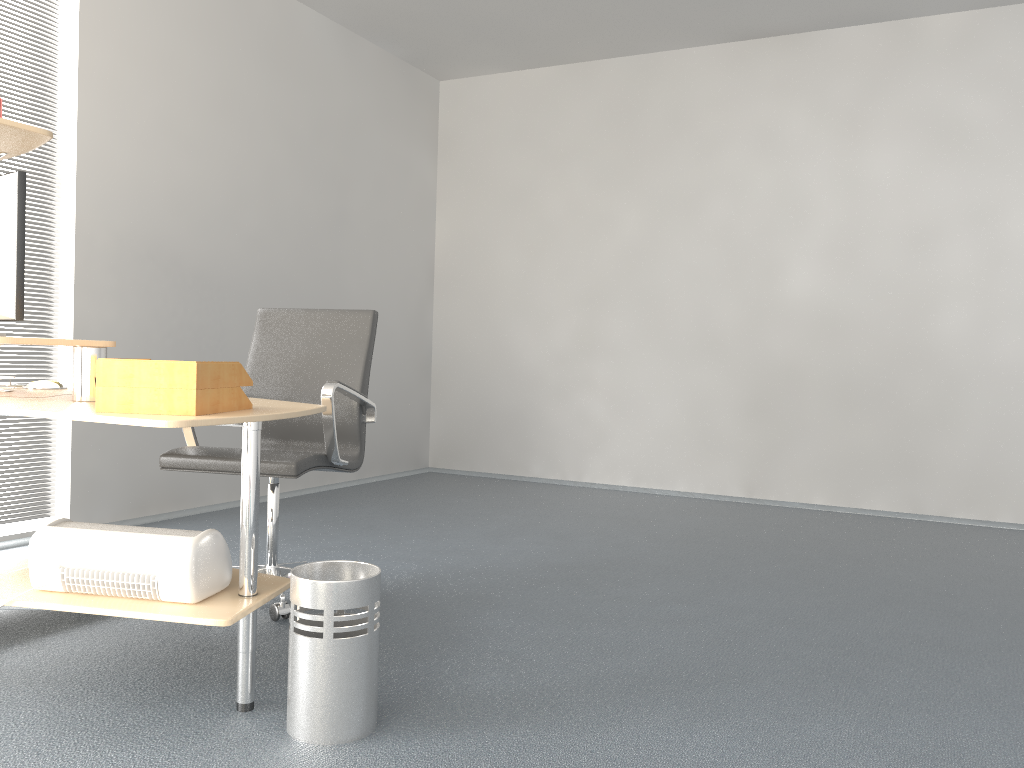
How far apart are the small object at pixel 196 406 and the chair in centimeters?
62cm

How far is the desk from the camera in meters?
1.9 m

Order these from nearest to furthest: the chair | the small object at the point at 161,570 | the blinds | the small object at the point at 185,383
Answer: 1. the small object at the point at 185,383
2. the small object at the point at 161,570
3. the chair
4. the blinds

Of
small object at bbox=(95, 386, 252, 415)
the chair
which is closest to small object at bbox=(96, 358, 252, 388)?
small object at bbox=(95, 386, 252, 415)

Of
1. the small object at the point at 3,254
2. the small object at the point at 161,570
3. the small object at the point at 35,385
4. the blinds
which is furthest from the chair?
the blinds

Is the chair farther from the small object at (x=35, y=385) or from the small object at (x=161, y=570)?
the small object at (x=161, y=570)

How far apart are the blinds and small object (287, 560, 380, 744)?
2.44m

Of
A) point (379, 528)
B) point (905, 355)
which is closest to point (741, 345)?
point (905, 355)

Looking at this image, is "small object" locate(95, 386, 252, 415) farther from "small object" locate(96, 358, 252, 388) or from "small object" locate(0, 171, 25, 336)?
"small object" locate(0, 171, 25, 336)

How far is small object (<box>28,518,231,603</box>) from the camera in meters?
2.0 m
